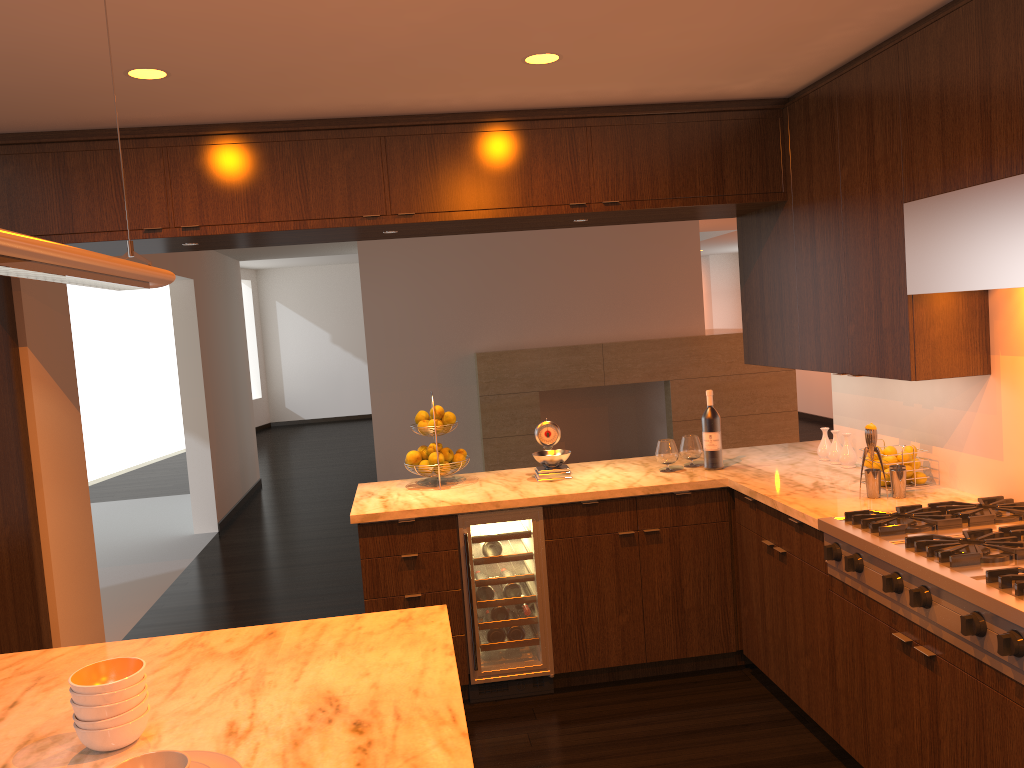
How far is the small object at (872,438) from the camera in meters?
3.4 m

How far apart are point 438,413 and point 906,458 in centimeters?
206cm

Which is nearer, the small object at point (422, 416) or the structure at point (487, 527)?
the structure at point (487, 527)

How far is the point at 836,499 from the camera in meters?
3.4 m

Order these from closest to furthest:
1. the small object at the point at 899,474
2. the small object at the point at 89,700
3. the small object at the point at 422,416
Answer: the small object at the point at 89,700
the small object at the point at 899,474
the small object at the point at 422,416

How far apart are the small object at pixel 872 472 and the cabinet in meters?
0.3

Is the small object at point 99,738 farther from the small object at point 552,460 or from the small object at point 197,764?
the small object at point 552,460

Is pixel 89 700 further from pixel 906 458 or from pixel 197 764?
pixel 906 458

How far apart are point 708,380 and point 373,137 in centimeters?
579cm

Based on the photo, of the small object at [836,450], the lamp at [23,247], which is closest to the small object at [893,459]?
the small object at [836,450]
